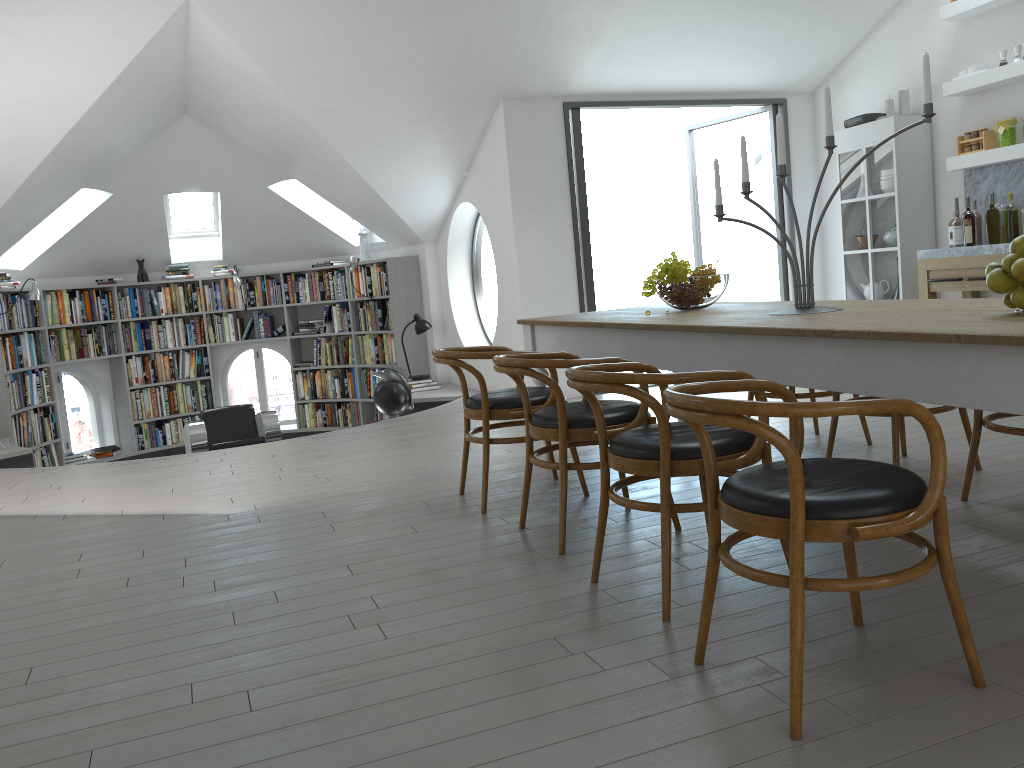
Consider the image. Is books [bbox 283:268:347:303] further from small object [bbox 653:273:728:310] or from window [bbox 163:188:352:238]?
small object [bbox 653:273:728:310]

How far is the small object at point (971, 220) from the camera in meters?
6.1 m

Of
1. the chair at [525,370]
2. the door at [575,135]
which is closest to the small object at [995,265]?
the chair at [525,370]

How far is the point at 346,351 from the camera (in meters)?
10.25

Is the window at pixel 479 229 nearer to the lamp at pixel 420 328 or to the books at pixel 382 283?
the lamp at pixel 420 328

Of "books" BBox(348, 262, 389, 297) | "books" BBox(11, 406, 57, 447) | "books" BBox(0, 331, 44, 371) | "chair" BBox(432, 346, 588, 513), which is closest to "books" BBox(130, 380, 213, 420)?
"books" BBox(11, 406, 57, 447)

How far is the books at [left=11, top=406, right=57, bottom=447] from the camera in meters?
8.5 m

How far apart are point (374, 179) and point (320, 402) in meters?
3.8

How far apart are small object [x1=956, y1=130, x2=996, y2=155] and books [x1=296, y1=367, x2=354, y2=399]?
6.61m

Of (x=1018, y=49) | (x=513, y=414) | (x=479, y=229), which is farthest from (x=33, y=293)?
(x=479, y=229)
